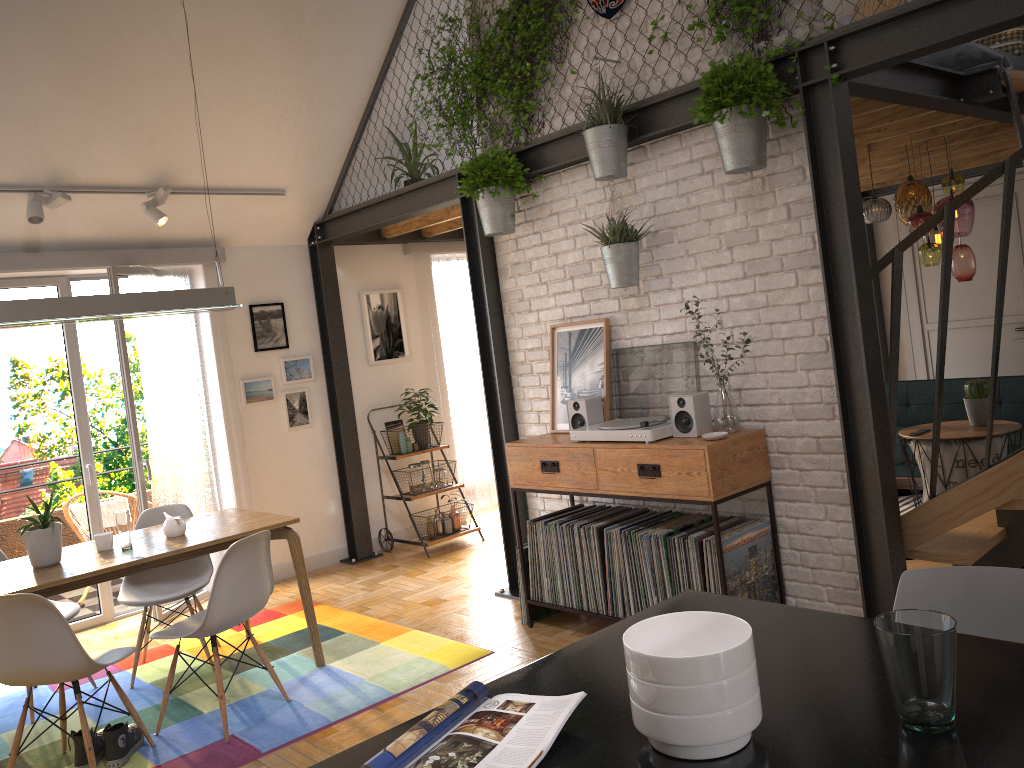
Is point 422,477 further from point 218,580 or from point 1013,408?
point 1013,408

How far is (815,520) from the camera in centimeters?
382cm

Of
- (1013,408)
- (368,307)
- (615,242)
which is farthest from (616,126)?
(1013,408)

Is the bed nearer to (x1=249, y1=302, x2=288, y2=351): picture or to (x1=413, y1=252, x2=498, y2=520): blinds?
(x1=413, y1=252, x2=498, y2=520): blinds

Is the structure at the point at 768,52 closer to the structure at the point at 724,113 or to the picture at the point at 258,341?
Result: the structure at the point at 724,113

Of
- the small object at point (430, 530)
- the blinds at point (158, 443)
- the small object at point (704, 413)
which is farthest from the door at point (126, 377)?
the small object at point (704, 413)

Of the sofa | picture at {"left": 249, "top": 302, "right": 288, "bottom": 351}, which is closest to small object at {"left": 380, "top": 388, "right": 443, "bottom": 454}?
picture at {"left": 249, "top": 302, "right": 288, "bottom": 351}

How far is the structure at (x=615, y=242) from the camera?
4.1 meters

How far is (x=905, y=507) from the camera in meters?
6.1

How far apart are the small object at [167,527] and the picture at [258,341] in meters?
2.2
